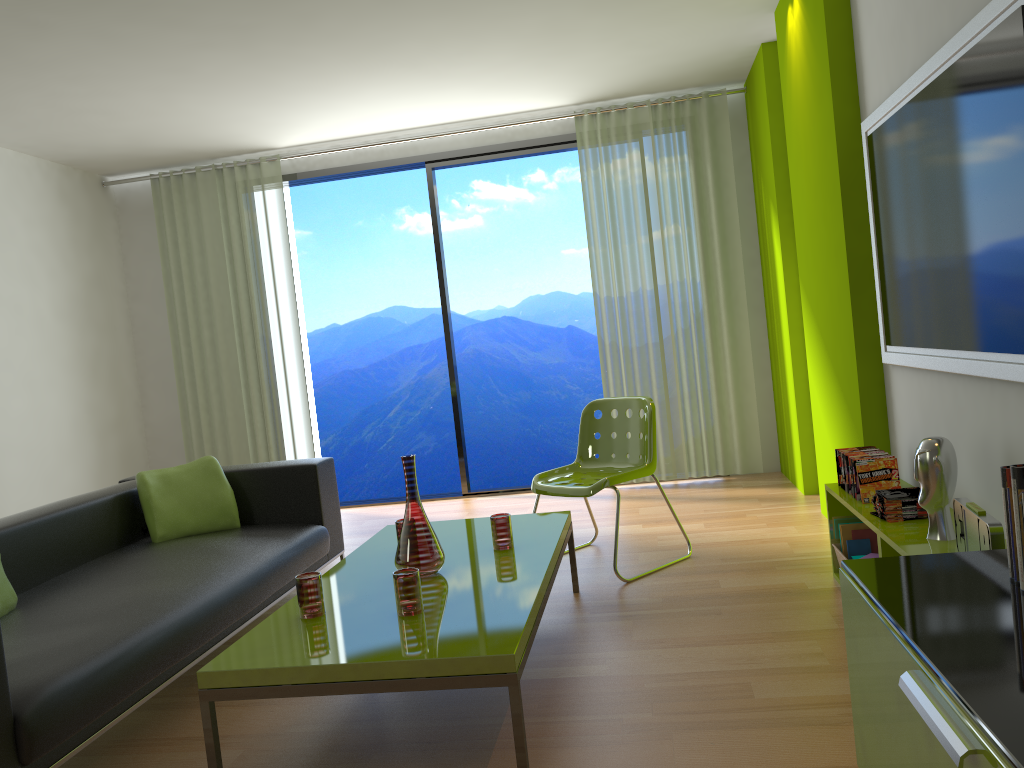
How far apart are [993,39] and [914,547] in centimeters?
135cm

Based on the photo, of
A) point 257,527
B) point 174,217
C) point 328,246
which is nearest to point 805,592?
point 257,527

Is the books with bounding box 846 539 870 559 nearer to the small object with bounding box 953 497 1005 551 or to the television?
the television

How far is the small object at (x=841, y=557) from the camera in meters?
3.4 m

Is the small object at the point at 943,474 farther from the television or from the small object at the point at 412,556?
the small object at the point at 412,556

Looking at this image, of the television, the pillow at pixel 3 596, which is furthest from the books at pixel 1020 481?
the pillow at pixel 3 596

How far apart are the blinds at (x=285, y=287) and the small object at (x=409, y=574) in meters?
4.0

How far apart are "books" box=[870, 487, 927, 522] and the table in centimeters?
107cm

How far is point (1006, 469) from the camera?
1.50m

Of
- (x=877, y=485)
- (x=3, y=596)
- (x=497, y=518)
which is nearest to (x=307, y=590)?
(x=497, y=518)
